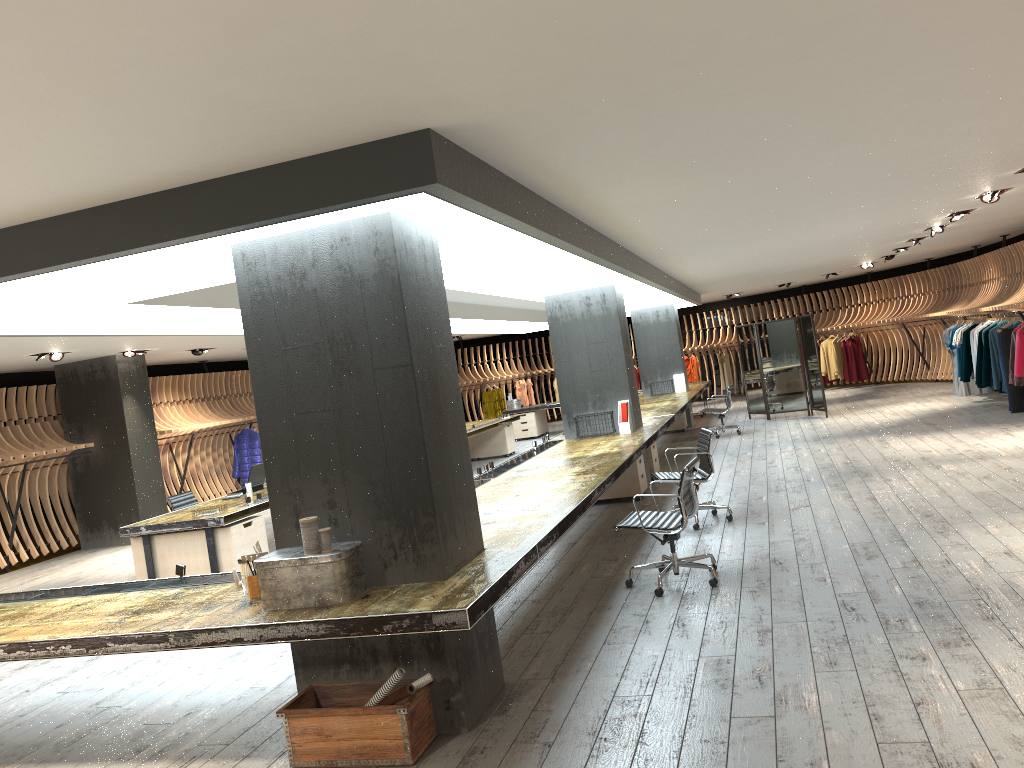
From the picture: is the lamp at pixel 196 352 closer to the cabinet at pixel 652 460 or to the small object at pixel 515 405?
the cabinet at pixel 652 460

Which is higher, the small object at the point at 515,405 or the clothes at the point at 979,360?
the small object at the point at 515,405

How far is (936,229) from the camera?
12.3m

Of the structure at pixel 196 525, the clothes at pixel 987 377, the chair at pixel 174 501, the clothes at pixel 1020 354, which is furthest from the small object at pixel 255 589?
the clothes at pixel 987 377

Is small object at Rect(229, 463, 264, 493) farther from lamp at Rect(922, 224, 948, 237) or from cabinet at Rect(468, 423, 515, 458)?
lamp at Rect(922, 224, 948, 237)

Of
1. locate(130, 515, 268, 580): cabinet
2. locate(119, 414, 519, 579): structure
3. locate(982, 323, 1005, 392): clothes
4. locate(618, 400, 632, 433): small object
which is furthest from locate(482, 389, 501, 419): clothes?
locate(130, 515, 268, 580): cabinet

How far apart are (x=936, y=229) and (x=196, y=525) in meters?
10.3

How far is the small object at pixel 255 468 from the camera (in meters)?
10.06

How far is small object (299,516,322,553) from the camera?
4.17m

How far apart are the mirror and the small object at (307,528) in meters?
13.5
